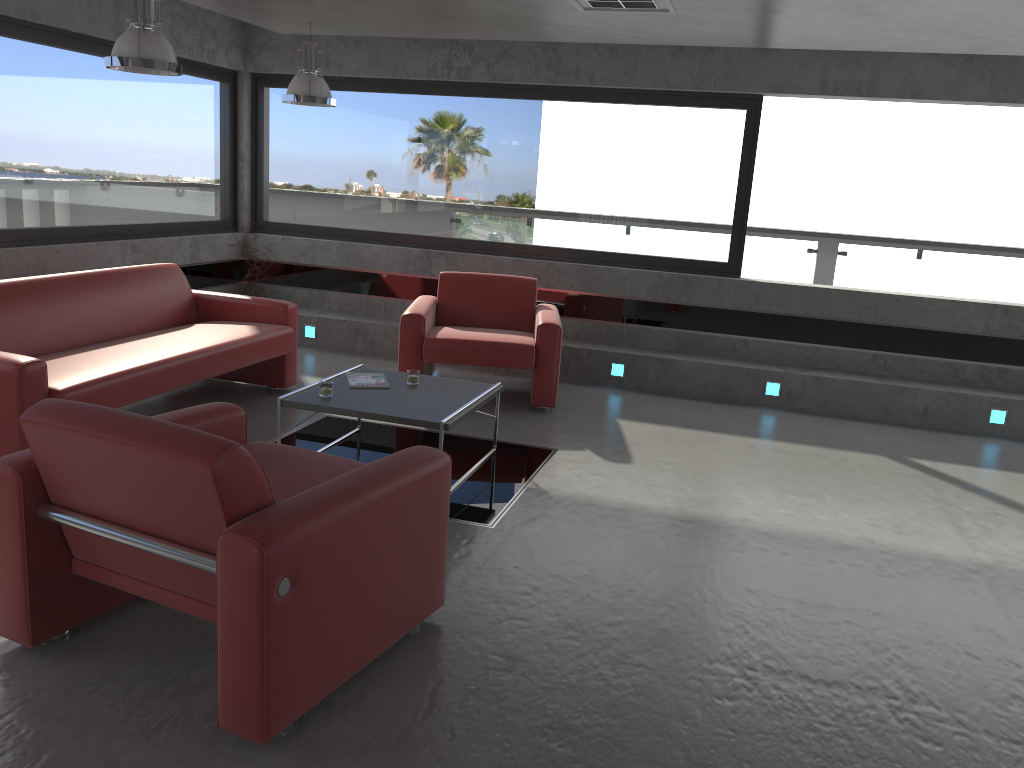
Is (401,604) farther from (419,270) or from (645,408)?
(419,270)

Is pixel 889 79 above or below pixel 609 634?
above

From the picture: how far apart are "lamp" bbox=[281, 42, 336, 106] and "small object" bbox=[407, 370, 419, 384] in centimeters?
231cm

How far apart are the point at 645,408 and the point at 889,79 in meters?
3.2

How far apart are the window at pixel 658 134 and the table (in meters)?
2.90

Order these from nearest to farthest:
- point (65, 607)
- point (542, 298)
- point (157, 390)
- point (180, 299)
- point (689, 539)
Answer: point (65, 607) < point (689, 539) < point (157, 390) < point (180, 299) < point (542, 298)

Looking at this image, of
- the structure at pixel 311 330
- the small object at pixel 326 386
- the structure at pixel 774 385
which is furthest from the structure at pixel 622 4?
the structure at pixel 311 330

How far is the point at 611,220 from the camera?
7.8 meters

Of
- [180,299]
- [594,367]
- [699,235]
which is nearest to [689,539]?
[594,367]

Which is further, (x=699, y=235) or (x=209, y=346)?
(x=699, y=235)
